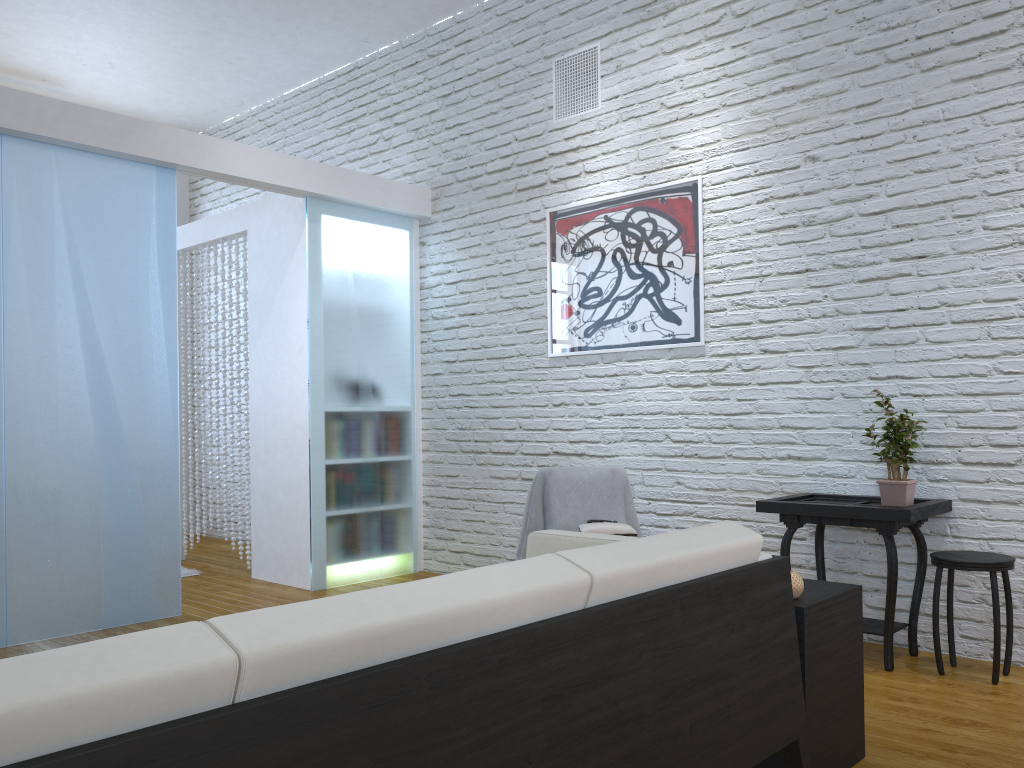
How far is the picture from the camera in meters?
4.1 m

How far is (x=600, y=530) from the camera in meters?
3.6 m

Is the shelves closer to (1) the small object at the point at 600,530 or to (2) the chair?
(2) the chair

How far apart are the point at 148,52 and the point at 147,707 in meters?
5.6 m

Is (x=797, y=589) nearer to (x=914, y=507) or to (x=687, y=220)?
(x=914, y=507)

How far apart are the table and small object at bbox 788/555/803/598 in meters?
1.0 m

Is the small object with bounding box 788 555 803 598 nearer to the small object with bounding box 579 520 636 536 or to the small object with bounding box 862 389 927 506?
the small object with bounding box 862 389 927 506

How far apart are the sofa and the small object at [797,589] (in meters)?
0.16

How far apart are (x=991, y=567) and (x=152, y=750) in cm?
279

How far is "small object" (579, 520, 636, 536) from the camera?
3.6 meters
